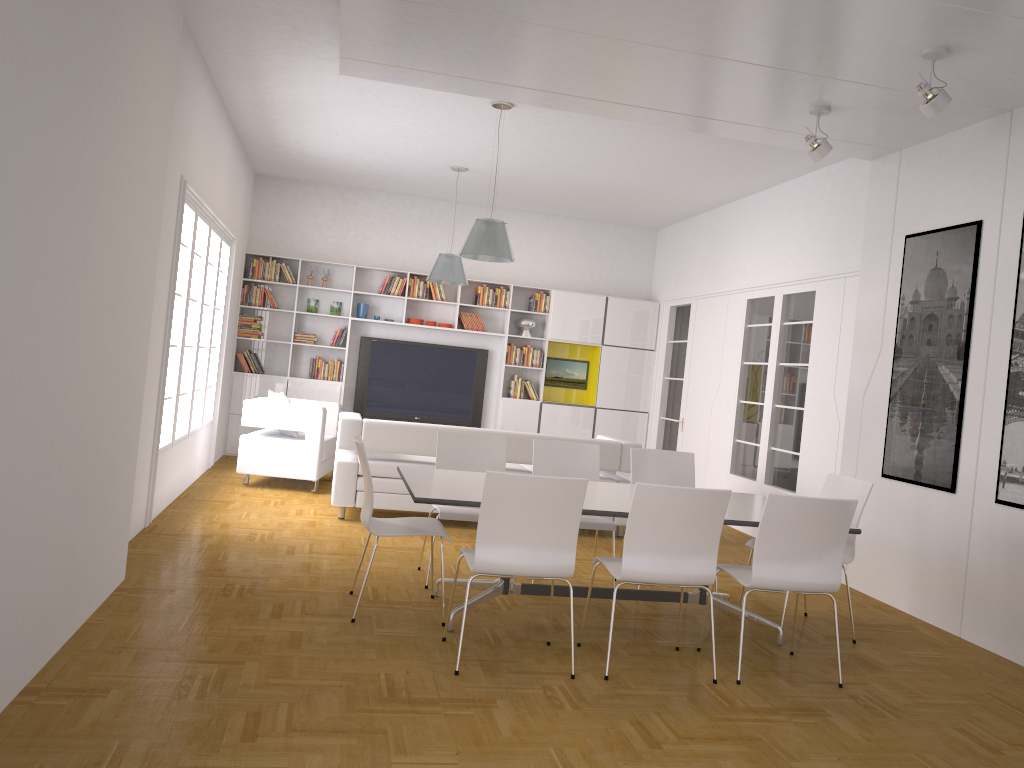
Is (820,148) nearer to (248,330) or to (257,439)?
(257,439)

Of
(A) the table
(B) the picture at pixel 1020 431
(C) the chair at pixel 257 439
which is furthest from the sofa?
(B) the picture at pixel 1020 431

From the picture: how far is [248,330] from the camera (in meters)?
10.85

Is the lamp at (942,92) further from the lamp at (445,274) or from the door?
the door

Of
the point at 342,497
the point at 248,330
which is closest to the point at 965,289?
the point at 342,497

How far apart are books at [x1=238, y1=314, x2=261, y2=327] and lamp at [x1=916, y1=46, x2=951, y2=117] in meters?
8.2 m

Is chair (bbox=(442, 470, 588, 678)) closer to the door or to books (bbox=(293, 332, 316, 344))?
the door

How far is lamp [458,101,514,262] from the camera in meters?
6.9 m

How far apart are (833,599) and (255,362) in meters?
8.1

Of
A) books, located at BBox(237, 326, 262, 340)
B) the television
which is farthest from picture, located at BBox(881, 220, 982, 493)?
books, located at BBox(237, 326, 262, 340)
